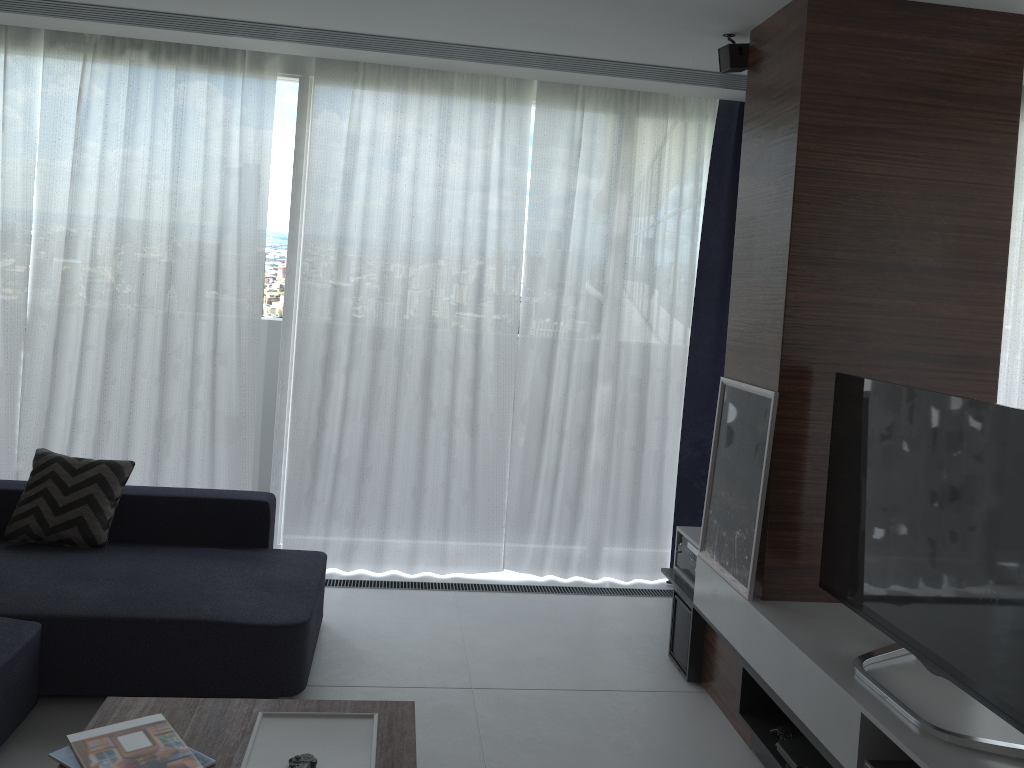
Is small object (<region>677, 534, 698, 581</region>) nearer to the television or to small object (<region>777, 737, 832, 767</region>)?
the television

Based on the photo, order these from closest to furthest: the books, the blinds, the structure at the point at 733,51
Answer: the books → the structure at the point at 733,51 → the blinds

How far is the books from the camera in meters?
2.1

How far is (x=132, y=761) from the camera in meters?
2.1

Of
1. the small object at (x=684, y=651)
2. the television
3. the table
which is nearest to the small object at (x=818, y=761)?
the television

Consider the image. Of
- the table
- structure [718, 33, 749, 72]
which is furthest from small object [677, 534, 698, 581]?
structure [718, 33, 749, 72]

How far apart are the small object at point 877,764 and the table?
1.1m

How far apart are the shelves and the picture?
0.0m

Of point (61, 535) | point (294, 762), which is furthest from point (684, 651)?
point (61, 535)

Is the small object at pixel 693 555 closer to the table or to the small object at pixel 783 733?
the small object at pixel 783 733
